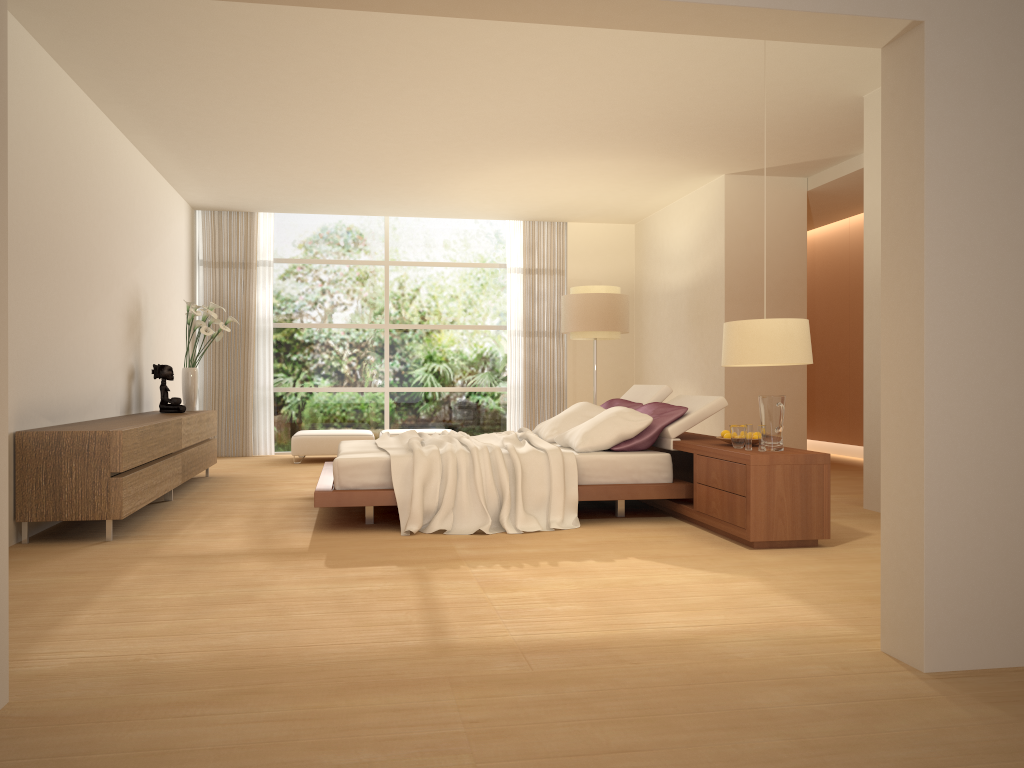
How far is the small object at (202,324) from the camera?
8.6 meters

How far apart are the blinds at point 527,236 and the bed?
4.1m

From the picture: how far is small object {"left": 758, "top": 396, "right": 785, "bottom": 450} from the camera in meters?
5.2 m

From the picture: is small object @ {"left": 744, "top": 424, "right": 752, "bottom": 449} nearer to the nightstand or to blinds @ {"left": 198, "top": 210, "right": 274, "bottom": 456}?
the nightstand

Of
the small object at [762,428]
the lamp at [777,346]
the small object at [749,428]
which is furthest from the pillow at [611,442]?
the lamp at [777,346]

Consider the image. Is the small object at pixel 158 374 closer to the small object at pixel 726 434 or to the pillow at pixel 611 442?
the pillow at pixel 611 442

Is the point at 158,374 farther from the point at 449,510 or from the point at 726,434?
the point at 726,434

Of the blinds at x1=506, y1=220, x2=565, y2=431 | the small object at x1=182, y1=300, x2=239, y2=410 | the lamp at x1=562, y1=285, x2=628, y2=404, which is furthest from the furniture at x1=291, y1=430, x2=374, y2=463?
the lamp at x1=562, y1=285, x2=628, y2=404

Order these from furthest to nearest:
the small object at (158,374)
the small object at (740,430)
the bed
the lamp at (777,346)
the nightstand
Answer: the small object at (158,374) → the bed → the small object at (740,430) → the nightstand → the lamp at (777,346)

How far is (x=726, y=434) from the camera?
5.7m
